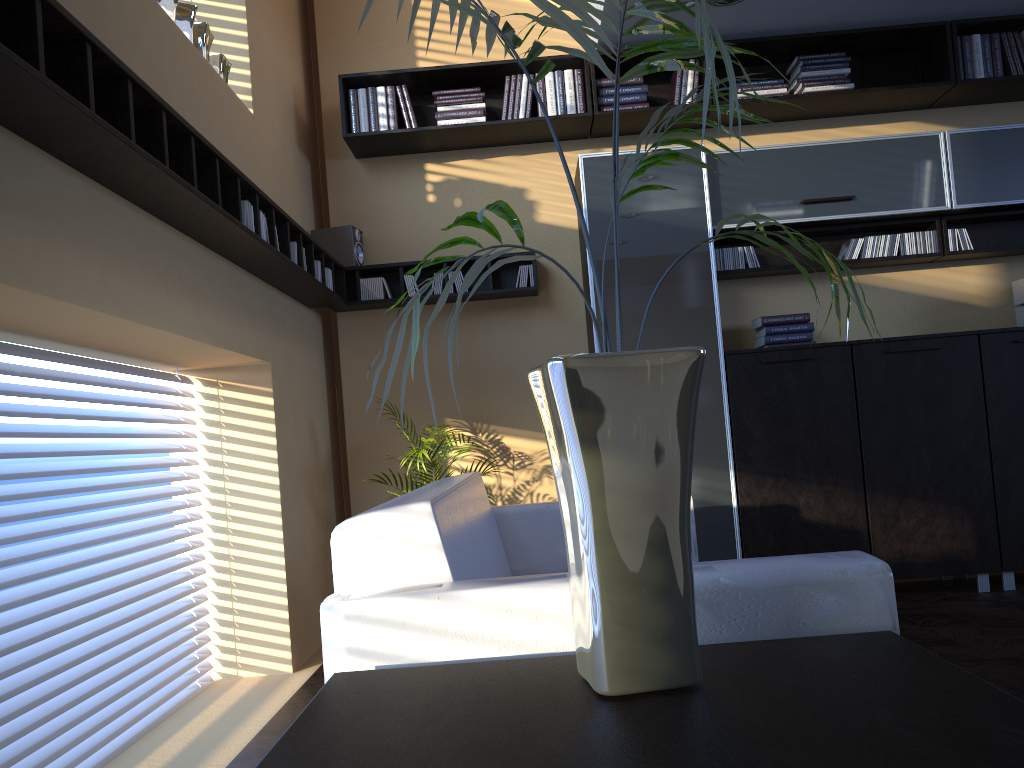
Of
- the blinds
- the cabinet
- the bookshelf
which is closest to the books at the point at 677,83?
the bookshelf

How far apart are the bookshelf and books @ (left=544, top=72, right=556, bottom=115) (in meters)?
0.07

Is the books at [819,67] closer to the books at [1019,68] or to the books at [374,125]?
the books at [1019,68]

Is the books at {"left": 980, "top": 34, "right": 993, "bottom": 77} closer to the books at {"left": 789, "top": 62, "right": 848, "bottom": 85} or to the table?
the books at {"left": 789, "top": 62, "right": 848, "bottom": 85}

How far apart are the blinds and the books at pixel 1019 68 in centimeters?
456cm

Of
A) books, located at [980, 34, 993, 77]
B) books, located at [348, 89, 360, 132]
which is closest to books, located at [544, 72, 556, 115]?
books, located at [348, 89, 360, 132]

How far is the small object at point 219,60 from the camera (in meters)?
3.77

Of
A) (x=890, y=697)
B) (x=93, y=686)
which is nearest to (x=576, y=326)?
(x=93, y=686)

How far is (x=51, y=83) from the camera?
1.9 meters

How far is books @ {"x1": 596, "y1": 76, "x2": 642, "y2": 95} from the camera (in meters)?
4.79
